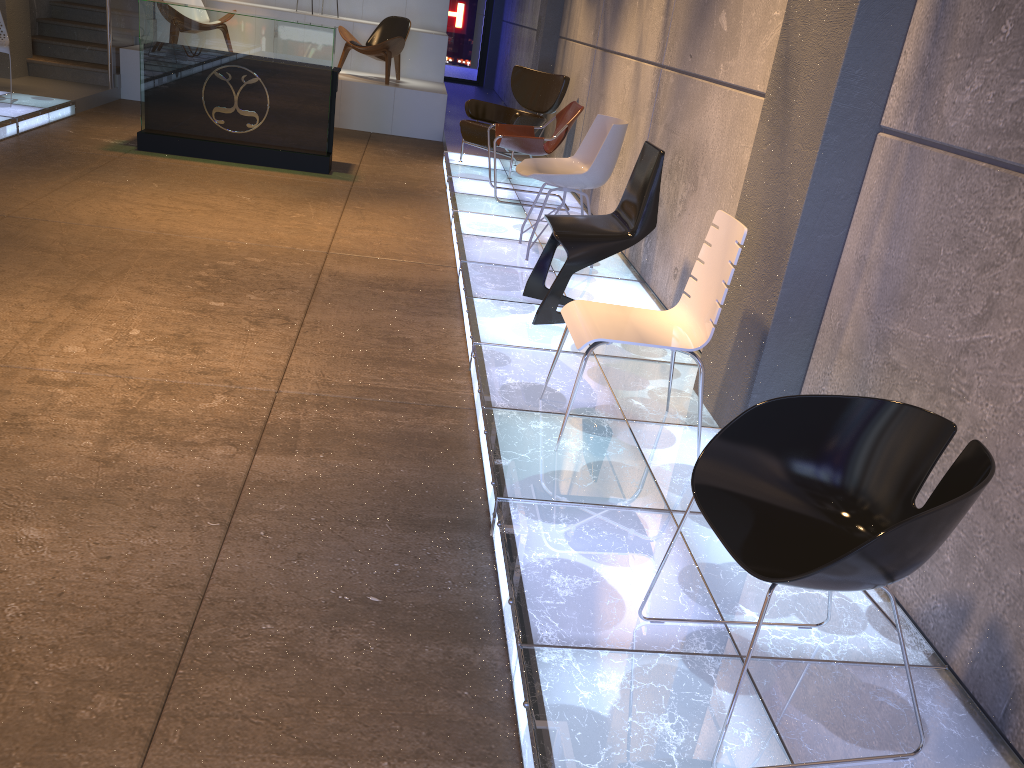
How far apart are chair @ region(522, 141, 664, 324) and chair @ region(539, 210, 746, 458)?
0.94m

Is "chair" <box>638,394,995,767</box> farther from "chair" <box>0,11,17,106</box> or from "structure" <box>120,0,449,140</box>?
"structure" <box>120,0,449,140</box>

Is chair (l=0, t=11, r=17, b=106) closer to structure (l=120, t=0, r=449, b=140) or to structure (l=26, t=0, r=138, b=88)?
structure (l=26, t=0, r=138, b=88)

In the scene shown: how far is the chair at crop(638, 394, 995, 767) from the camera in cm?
171

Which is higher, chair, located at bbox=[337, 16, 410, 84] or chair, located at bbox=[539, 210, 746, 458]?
chair, located at bbox=[337, 16, 410, 84]

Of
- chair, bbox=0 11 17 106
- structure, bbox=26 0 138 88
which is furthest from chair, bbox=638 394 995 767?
structure, bbox=26 0 138 88

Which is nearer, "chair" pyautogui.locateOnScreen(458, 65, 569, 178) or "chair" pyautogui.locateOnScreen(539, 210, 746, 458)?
"chair" pyautogui.locateOnScreen(539, 210, 746, 458)

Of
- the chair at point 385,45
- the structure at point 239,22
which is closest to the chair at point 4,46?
the structure at point 239,22

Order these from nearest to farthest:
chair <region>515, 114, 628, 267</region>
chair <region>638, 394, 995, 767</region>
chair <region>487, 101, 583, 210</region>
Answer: chair <region>638, 394, 995, 767</region>
chair <region>515, 114, 628, 267</region>
chair <region>487, 101, 583, 210</region>

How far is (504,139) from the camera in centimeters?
691cm
